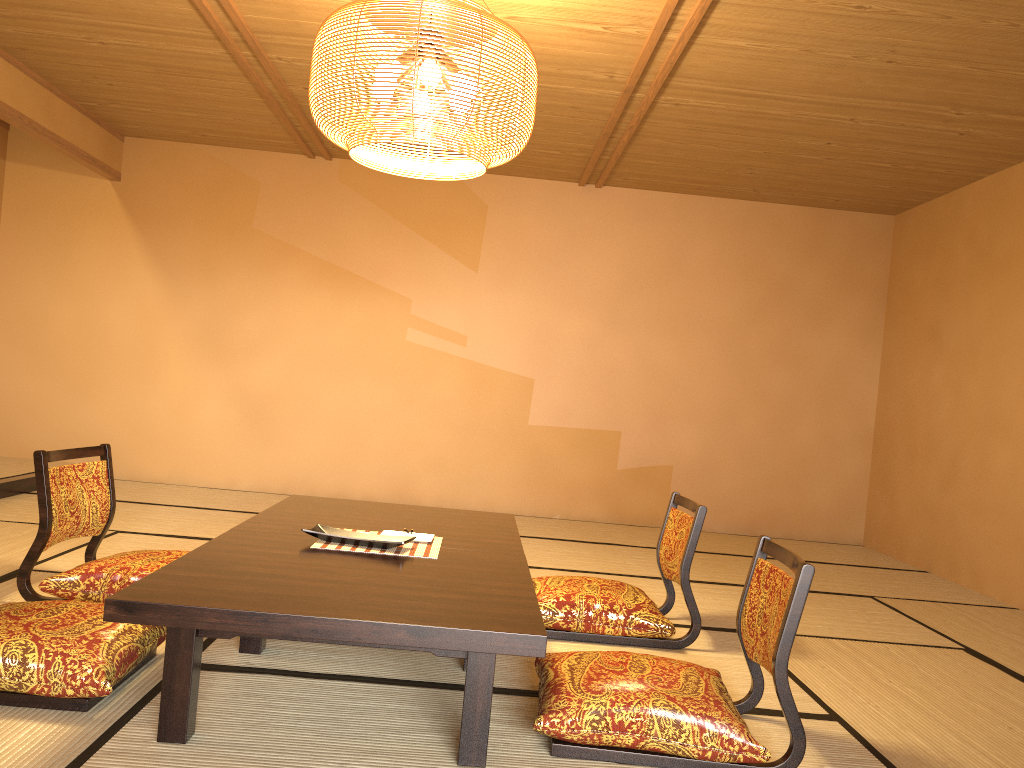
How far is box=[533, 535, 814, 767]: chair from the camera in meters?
2.2 m

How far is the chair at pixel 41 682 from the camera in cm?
218

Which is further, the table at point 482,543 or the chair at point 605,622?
the chair at point 605,622

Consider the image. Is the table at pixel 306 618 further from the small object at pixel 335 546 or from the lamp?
the lamp

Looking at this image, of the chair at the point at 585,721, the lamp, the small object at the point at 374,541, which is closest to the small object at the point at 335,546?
the small object at the point at 374,541

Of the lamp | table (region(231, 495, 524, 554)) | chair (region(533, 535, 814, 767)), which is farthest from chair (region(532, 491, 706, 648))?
the lamp

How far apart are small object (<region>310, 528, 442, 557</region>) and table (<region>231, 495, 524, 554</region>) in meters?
0.2 m

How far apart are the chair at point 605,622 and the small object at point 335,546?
0.62m

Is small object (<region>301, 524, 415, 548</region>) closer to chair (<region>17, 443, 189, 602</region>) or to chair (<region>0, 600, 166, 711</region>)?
chair (<region>0, 600, 166, 711</region>)

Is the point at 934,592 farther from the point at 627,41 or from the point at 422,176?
the point at 422,176
